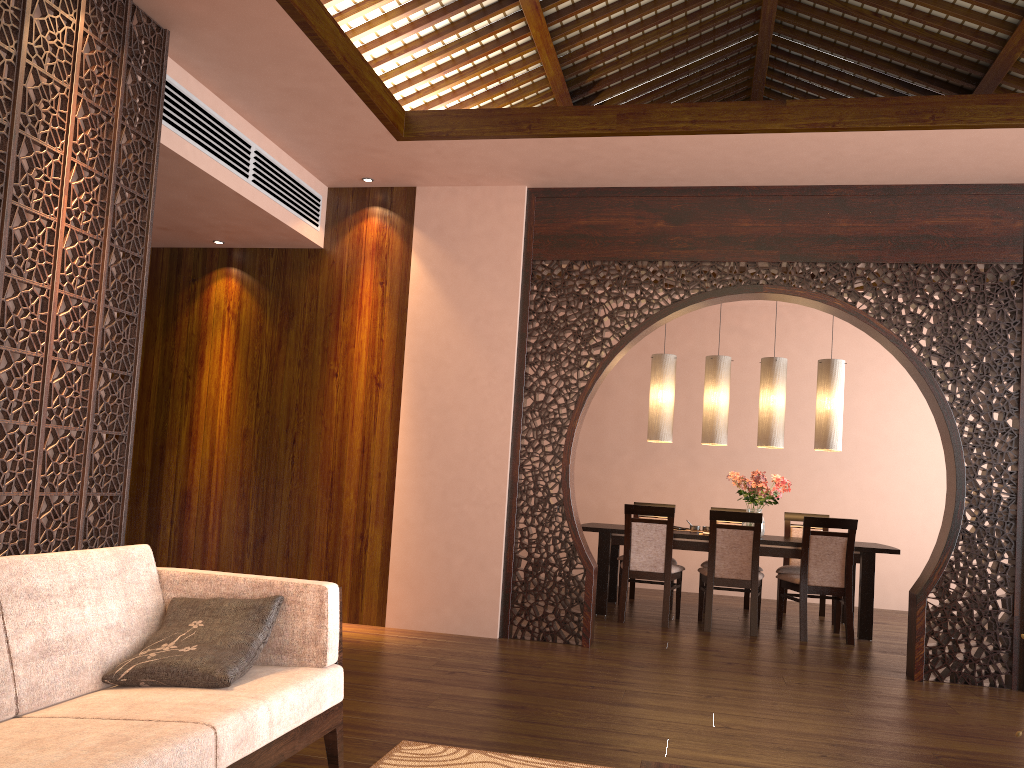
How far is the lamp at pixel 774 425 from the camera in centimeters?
682cm

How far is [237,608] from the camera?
2.5m

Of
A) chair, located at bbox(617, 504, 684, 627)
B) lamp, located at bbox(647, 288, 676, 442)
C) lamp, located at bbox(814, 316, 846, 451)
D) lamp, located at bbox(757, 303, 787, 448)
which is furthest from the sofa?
lamp, located at bbox(814, 316, 846, 451)

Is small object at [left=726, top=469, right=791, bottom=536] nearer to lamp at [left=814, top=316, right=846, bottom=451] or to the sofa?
lamp at [left=814, top=316, right=846, bottom=451]

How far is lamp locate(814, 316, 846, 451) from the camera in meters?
6.7 m

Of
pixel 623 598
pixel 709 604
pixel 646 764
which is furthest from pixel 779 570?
pixel 646 764

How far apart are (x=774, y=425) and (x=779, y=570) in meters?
1.2 m

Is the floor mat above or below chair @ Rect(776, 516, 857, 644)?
below

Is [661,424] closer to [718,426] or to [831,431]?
[718,426]

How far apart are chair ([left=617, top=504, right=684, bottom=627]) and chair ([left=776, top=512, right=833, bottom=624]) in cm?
92
